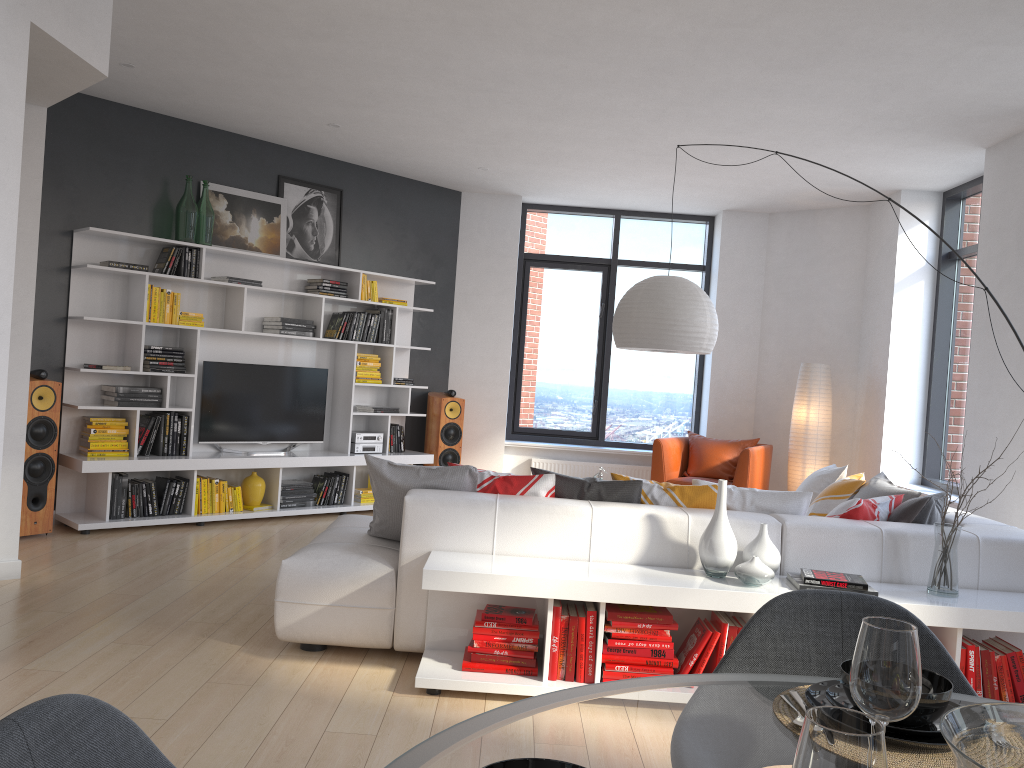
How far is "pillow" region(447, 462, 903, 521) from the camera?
4.0 meters

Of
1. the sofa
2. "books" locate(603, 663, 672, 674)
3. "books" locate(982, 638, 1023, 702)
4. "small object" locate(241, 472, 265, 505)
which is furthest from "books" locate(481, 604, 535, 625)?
"small object" locate(241, 472, 265, 505)

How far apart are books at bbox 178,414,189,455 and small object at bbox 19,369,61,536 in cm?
92

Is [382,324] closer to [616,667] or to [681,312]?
[681,312]

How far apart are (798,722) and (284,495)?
6.12m

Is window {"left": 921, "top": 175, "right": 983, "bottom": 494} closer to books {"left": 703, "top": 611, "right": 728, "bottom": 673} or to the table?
books {"left": 703, "top": 611, "right": 728, "bottom": 673}

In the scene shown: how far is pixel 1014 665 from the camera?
3.46m

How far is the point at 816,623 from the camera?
1.7m

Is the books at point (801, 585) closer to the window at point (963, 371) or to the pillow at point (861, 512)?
the pillow at point (861, 512)

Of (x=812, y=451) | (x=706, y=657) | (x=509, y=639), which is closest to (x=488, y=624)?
(x=509, y=639)
